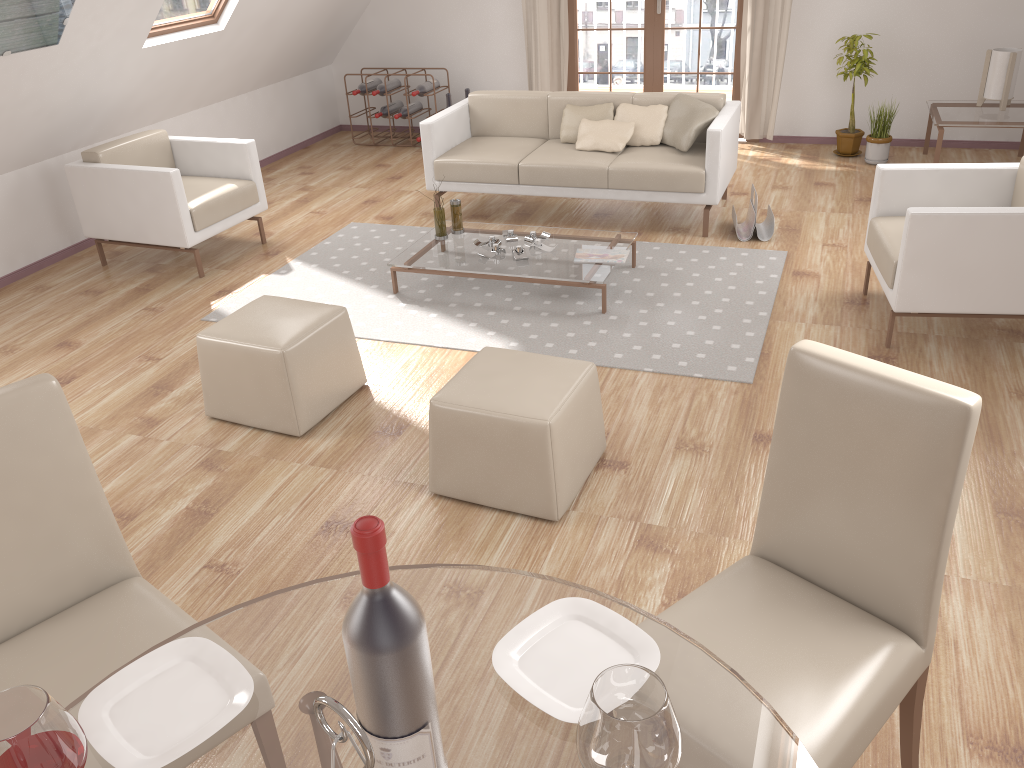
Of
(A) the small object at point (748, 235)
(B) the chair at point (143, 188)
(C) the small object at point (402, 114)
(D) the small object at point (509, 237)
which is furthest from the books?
(C) the small object at point (402, 114)

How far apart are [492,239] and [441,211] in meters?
0.3 m

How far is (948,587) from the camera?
2.58m

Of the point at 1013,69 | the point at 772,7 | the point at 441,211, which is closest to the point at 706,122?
the point at 441,211

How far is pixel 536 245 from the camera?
4.7m

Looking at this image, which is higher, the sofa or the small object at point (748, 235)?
the sofa

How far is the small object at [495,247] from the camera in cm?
466

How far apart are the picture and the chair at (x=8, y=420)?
3.0 meters

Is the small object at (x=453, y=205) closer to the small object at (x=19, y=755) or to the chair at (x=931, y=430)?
the chair at (x=931, y=430)

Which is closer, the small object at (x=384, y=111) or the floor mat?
the floor mat
